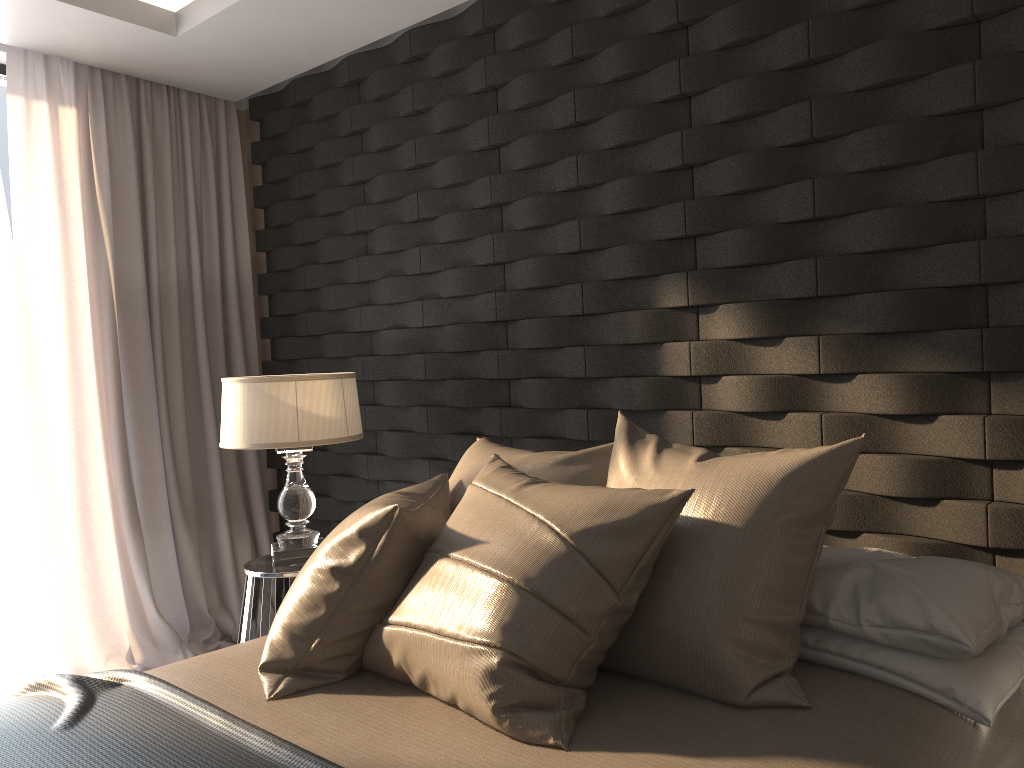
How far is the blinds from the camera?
3.5m

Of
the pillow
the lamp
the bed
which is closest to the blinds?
the lamp

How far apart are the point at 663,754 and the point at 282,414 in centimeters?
184cm

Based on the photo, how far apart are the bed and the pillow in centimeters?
1cm

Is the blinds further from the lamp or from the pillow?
the pillow

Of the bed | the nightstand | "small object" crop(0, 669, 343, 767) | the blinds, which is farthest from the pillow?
the blinds

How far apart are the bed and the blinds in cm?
167

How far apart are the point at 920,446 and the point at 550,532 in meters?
1.0 m

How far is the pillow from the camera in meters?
1.6 m

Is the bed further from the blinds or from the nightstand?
the blinds
